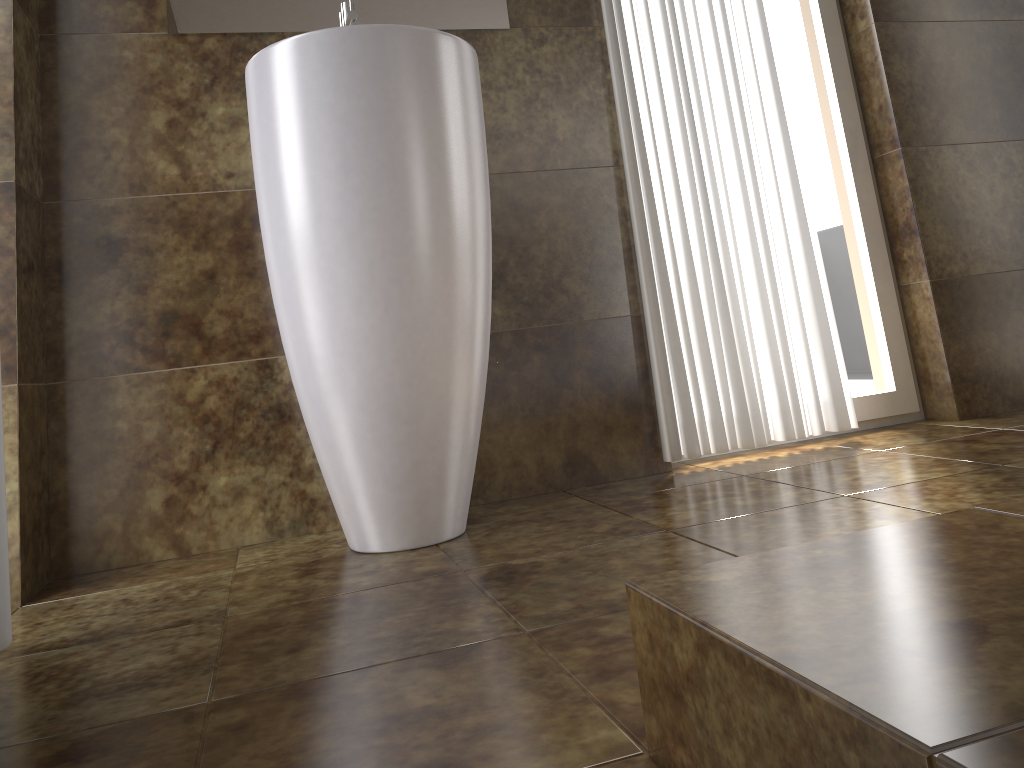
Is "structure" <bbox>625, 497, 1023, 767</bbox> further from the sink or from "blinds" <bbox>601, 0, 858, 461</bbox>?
"blinds" <bbox>601, 0, 858, 461</bbox>

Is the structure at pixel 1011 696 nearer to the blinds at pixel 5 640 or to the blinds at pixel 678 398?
the blinds at pixel 5 640

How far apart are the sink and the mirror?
0.04m

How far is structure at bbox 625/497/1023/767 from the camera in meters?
0.4

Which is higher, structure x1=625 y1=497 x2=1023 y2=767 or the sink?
the sink

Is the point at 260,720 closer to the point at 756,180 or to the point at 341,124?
the point at 341,124

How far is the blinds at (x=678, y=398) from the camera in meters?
2.0 m

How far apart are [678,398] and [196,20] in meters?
1.3 m

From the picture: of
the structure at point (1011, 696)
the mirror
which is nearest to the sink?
the mirror

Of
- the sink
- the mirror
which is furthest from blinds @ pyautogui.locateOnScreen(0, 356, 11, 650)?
the mirror
